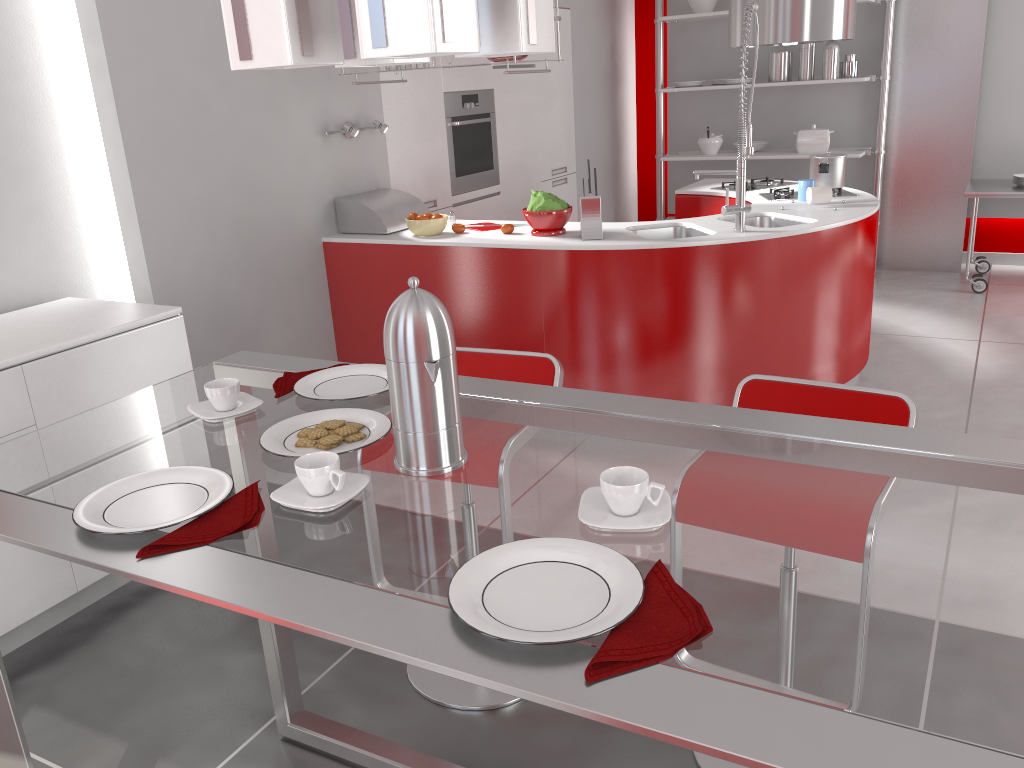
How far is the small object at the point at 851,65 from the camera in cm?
Answer: 631

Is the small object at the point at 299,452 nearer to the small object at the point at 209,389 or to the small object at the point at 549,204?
the small object at the point at 209,389

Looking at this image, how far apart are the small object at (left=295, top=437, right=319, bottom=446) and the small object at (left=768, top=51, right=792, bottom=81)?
5.97m

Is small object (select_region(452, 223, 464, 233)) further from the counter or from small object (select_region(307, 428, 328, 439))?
small object (select_region(307, 428, 328, 439))

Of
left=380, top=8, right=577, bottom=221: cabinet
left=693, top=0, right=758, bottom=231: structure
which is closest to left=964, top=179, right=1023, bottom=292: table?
left=380, top=8, right=577, bottom=221: cabinet

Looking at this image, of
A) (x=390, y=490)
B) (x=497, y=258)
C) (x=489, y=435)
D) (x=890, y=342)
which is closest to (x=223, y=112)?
(x=497, y=258)

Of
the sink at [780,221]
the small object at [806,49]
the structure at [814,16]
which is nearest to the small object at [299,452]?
the sink at [780,221]

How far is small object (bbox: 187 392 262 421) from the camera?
1.57m

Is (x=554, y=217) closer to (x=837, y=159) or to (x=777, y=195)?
(x=777, y=195)

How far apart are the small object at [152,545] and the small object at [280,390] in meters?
0.4
